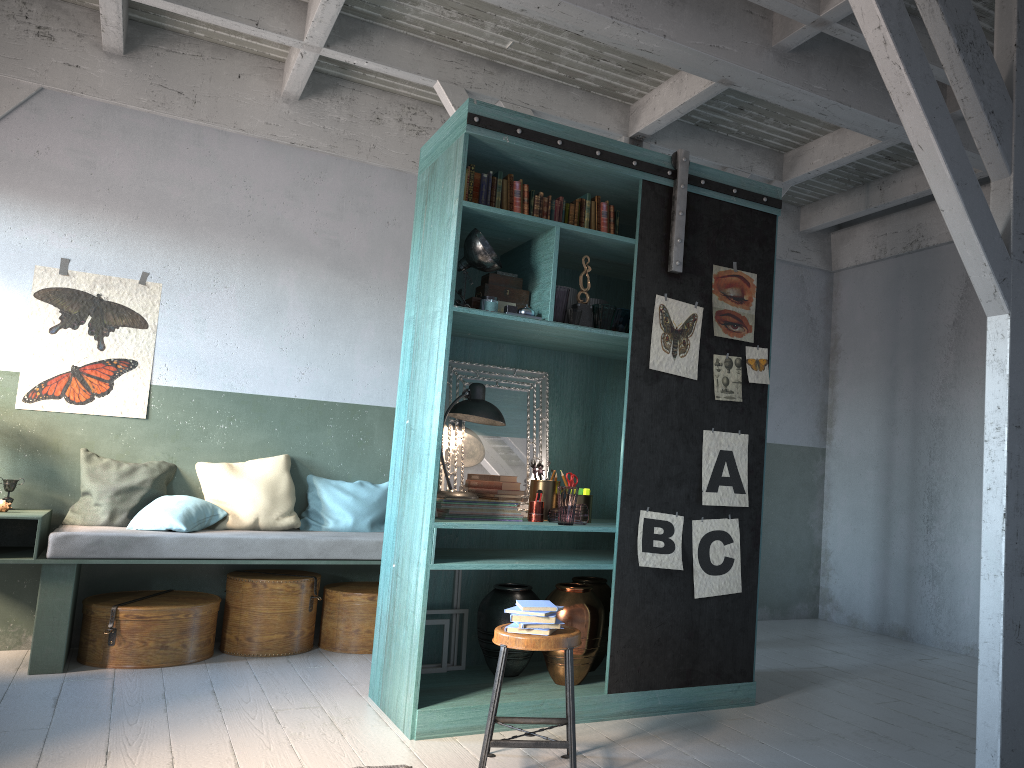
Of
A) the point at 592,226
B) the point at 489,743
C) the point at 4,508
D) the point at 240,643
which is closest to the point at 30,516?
the point at 4,508

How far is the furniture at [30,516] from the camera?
5.6m

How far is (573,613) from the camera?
5.02m

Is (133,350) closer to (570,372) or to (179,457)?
(179,457)

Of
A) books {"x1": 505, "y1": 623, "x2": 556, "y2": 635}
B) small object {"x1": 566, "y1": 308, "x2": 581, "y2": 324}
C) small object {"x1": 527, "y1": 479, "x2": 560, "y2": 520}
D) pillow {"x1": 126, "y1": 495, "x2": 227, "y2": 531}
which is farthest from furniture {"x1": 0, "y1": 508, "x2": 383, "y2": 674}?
books {"x1": 505, "y1": 623, "x2": 556, "y2": 635}

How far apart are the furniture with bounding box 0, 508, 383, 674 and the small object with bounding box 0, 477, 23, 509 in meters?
0.2 m

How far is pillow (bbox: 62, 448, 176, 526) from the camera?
6.3 meters

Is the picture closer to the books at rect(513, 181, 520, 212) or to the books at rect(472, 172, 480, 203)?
the books at rect(513, 181, 520, 212)

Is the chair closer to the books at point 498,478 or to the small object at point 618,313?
Result: the books at point 498,478

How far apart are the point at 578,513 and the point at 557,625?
1.09m
